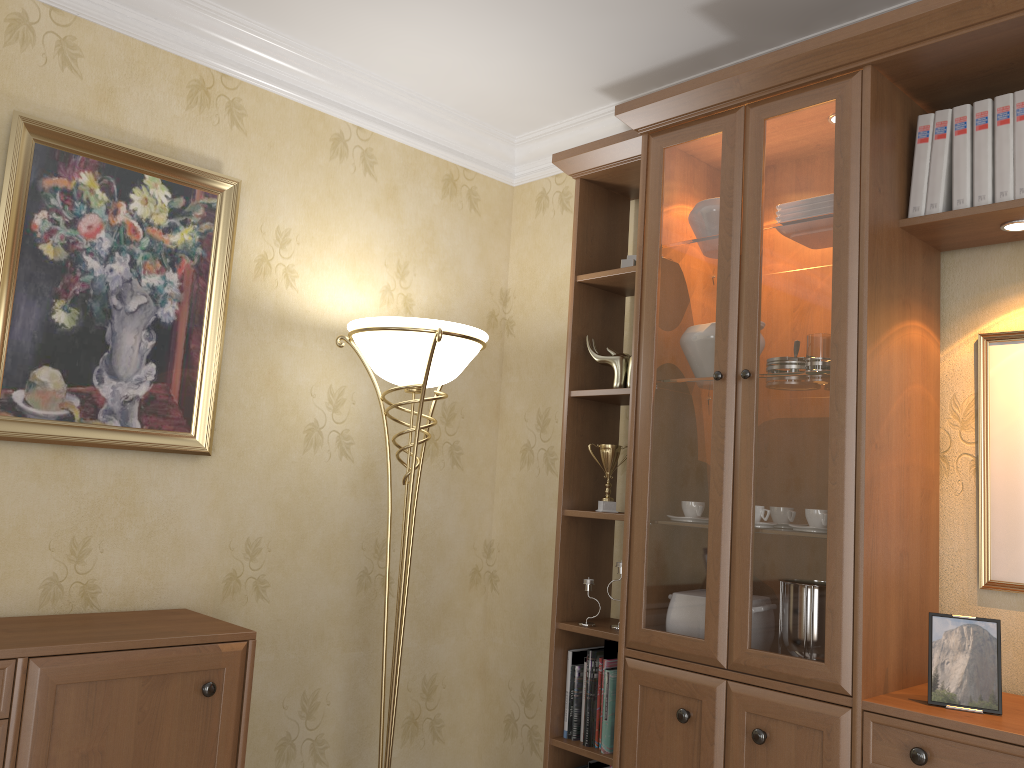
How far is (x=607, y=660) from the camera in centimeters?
267cm

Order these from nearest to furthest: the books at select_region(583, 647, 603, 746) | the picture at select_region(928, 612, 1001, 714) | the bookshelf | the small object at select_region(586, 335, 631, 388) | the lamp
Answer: the picture at select_region(928, 612, 1001, 714), the bookshelf, the lamp, the books at select_region(583, 647, 603, 746), the small object at select_region(586, 335, 631, 388)

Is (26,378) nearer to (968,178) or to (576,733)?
(576,733)

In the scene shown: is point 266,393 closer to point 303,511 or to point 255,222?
point 303,511

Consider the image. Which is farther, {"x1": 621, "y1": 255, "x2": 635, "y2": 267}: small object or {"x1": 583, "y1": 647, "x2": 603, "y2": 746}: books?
{"x1": 621, "y1": 255, "x2": 635, "y2": 267}: small object

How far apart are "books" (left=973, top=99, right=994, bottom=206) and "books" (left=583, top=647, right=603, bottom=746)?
1.6m

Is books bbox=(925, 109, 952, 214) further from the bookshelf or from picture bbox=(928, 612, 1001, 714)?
picture bbox=(928, 612, 1001, 714)

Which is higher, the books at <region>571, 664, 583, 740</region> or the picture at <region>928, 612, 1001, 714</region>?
the picture at <region>928, 612, 1001, 714</region>

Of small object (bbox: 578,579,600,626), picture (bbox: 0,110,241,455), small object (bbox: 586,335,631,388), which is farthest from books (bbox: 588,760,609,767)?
picture (bbox: 0,110,241,455)

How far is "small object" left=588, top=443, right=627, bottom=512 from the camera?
2.80m
